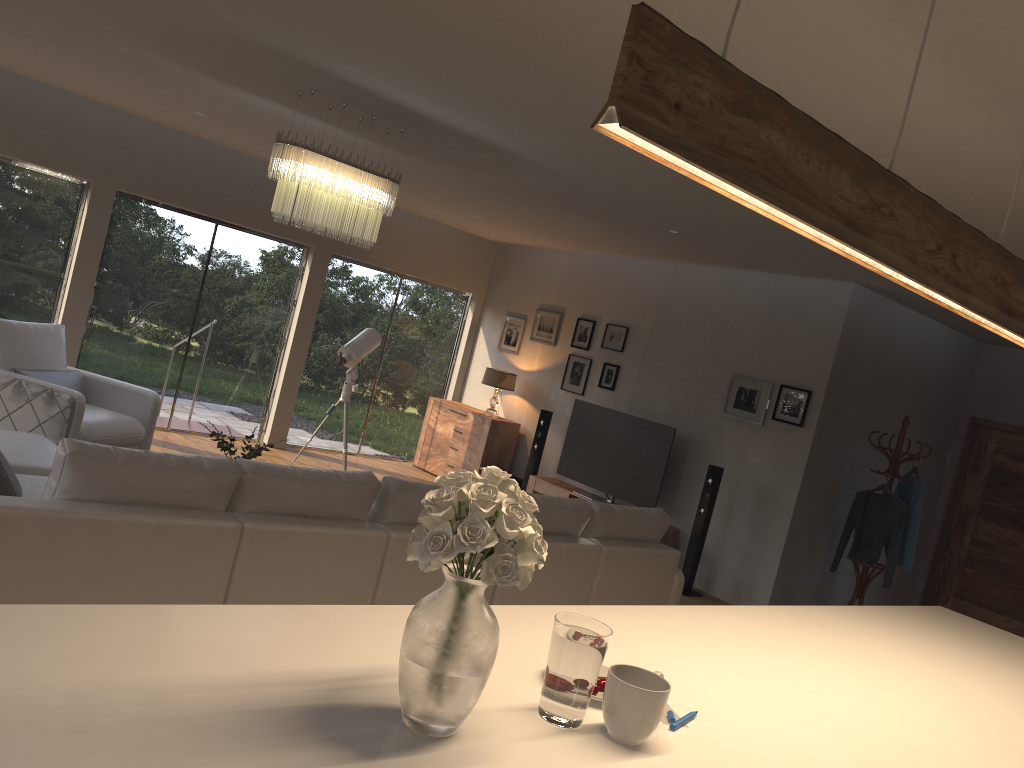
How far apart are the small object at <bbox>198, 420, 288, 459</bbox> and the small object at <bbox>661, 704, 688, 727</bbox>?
3.67m

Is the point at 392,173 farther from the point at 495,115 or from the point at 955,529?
the point at 955,529

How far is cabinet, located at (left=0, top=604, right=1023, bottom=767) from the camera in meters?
1.3

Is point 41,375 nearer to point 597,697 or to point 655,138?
point 597,697

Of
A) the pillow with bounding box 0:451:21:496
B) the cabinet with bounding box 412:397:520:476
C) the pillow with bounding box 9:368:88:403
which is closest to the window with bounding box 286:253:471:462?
the cabinet with bounding box 412:397:520:476

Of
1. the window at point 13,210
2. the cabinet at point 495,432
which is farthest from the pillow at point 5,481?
the cabinet at point 495,432

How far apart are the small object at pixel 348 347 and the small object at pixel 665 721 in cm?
685

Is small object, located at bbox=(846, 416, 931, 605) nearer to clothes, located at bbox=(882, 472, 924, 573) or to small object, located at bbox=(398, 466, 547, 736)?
clothes, located at bbox=(882, 472, 924, 573)

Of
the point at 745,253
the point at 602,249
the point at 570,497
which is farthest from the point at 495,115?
the point at 570,497

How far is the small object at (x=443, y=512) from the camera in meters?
1.4
